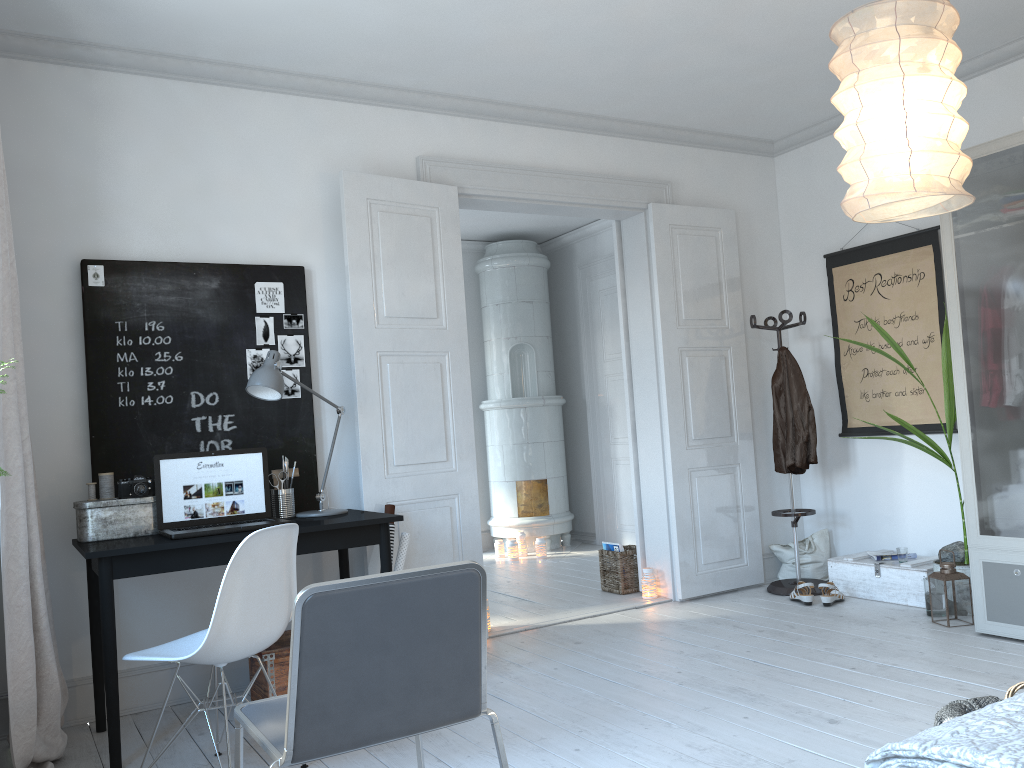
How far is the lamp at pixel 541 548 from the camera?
7.2 meters

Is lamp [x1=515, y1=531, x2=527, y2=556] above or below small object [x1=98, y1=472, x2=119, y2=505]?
below

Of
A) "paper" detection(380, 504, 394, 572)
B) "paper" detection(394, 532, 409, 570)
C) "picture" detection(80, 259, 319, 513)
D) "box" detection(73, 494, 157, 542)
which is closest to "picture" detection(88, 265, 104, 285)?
"picture" detection(80, 259, 319, 513)

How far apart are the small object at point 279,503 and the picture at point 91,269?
1.14m

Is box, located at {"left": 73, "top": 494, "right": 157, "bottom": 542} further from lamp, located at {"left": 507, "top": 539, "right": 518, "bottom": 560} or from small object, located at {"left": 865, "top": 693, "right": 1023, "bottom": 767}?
lamp, located at {"left": 507, "top": 539, "right": 518, "bottom": 560}

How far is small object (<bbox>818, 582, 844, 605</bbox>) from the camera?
4.8m

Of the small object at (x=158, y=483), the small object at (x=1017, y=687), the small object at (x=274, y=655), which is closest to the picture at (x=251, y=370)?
the small object at (x=158, y=483)

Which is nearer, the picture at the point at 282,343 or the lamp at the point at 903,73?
the lamp at the point at 903,73

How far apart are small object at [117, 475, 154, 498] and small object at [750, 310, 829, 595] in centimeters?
347cm

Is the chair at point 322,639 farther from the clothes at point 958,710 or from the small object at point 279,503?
the small object at point 279,503
